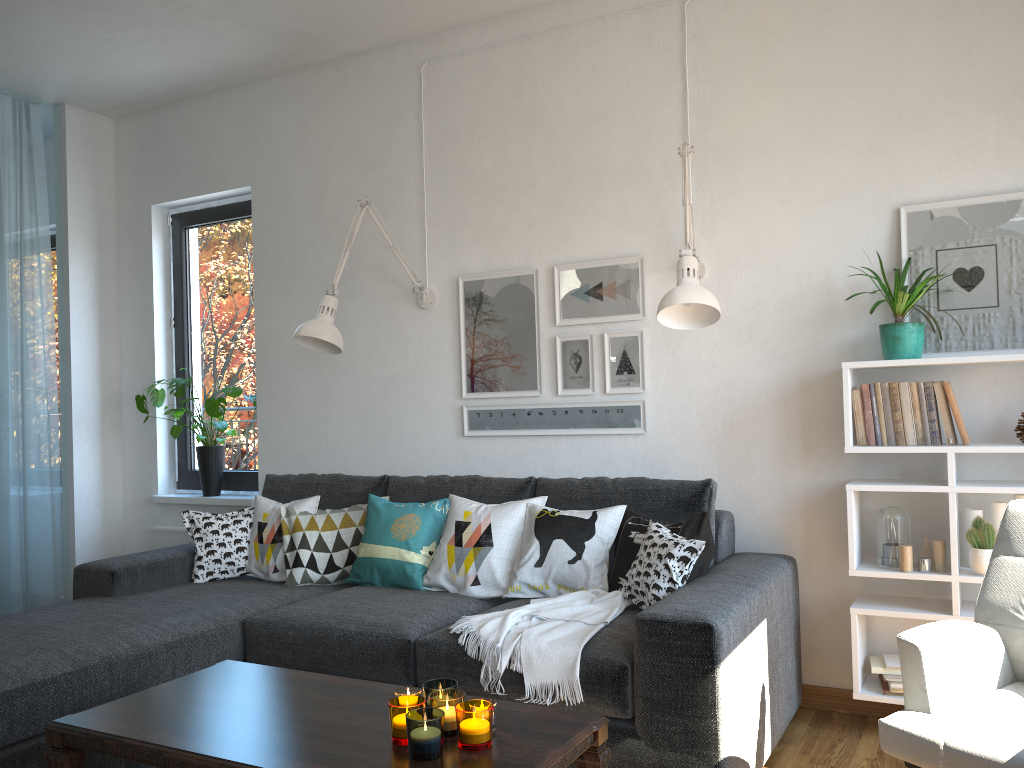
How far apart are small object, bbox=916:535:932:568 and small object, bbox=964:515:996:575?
0.15m

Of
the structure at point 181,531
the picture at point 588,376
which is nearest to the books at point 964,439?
the picture at point 588,376

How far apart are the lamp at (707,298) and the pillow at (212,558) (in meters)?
1.92

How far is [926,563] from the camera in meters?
2.8 m

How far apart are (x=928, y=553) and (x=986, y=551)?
0.2 meters

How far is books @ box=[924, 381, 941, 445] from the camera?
2.8 meters

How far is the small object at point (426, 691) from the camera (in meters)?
1.94

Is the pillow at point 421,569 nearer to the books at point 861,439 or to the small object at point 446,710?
the small object at point 446,710

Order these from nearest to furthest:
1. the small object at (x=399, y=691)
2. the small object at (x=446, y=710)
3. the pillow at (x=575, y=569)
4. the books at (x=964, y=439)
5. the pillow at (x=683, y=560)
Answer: the small object at (x=446, y=710) → the small object at (x=399, y=691) → the pillow at (x=683, y=560) → the books at (x=964, y=439) → the pillow at (x=575, y=569)

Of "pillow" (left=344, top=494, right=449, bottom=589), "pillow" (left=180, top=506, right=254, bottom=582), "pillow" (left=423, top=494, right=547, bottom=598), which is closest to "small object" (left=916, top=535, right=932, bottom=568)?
"pillow" (left=423, top=494, right=547, bottom=598)
